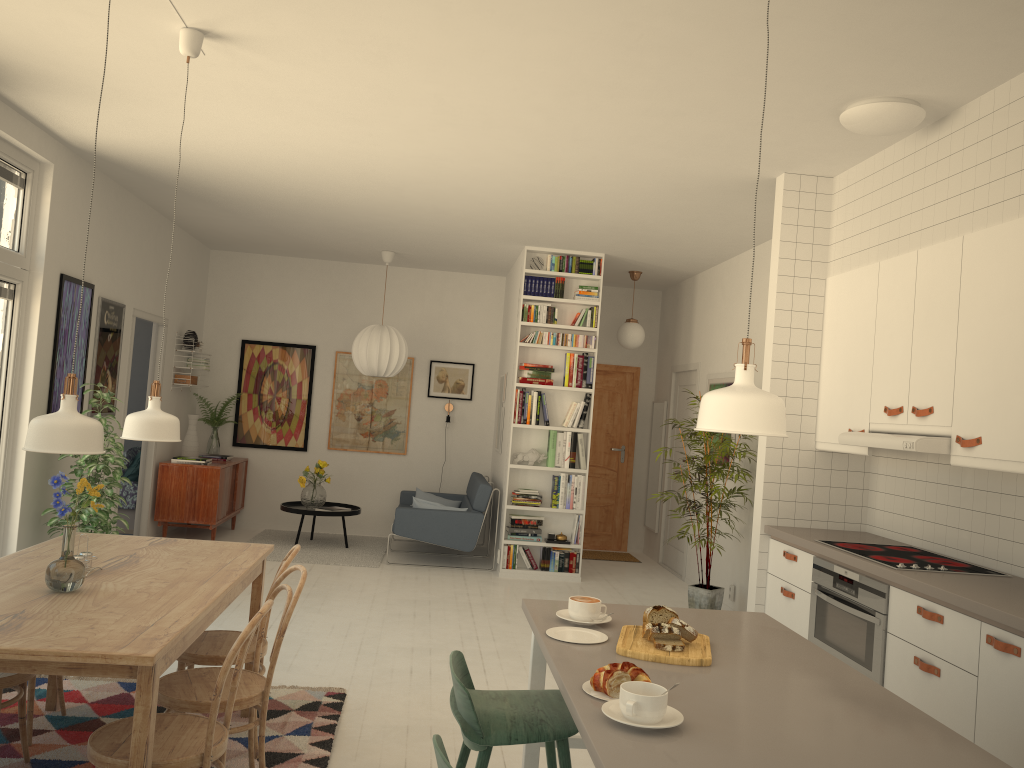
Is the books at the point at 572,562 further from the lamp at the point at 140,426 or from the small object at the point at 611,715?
the small object at the point at 611,715

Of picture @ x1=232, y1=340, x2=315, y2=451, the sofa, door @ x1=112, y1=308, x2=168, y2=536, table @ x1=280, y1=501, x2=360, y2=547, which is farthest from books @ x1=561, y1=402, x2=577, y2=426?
door @ x1=112, y1=308, x2=168, y2=536

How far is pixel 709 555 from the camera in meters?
6.5

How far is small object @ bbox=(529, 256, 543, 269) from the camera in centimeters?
779cm

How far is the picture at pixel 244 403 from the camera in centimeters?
938cm

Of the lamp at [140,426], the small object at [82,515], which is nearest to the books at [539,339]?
the small object at [82,515]

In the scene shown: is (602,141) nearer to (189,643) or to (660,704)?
(189,643)

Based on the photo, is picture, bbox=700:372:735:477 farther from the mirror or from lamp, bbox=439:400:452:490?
lamp, bbox=439:400:452:490

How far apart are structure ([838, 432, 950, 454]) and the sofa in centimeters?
413cm

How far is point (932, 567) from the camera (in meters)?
3.71
